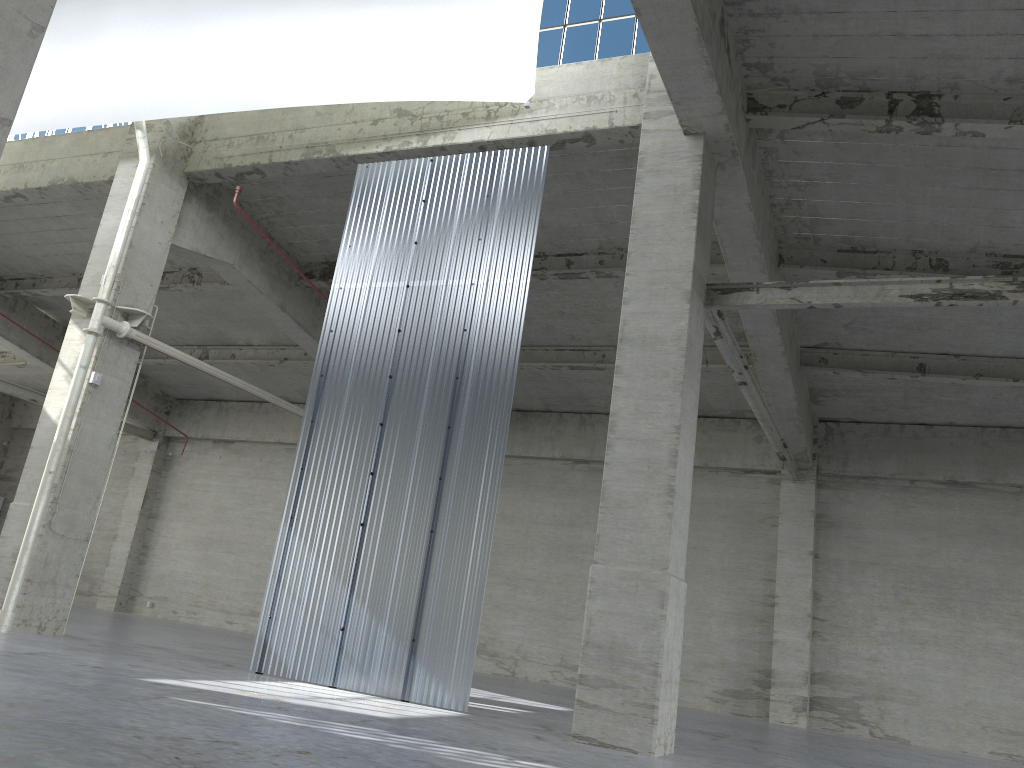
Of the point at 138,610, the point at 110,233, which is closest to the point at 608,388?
the point at 110,233

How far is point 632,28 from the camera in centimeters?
1755cm

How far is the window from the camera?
17.5m

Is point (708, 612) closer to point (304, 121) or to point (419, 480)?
point (419, 480)

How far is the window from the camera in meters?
17.5 m
